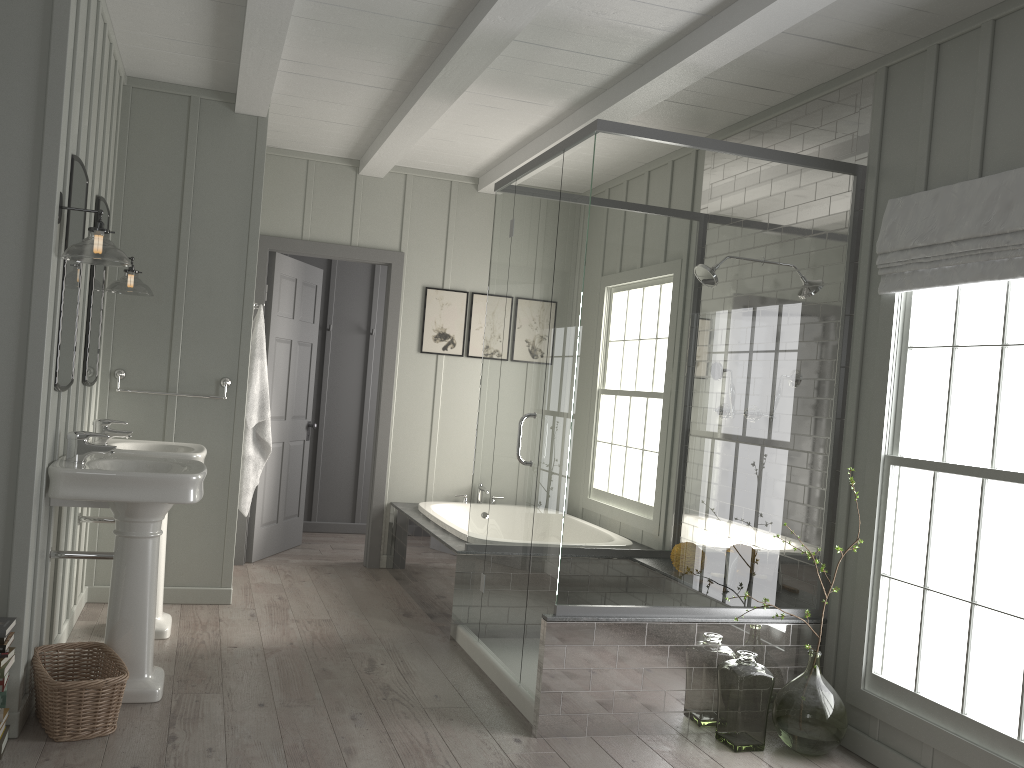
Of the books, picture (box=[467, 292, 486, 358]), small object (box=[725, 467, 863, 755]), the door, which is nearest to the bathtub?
the door

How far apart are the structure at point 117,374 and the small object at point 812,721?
3.1m

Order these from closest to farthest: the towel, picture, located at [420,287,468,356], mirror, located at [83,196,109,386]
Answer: mirror, located at [83,196,109,386]
the towel
picture, located at [420,287,468,356]

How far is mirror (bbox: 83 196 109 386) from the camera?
3.9 meters

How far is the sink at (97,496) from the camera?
3.1m

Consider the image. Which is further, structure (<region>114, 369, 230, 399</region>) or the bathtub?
the bathtub

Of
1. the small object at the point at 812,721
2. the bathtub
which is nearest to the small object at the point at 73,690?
the bathtub

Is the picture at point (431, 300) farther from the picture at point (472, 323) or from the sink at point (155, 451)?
the sink at point (155, 451)

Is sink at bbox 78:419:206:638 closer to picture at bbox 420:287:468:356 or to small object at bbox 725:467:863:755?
picture at bbox 420:287:468:356

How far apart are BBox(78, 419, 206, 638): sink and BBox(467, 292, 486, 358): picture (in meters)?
2.36
